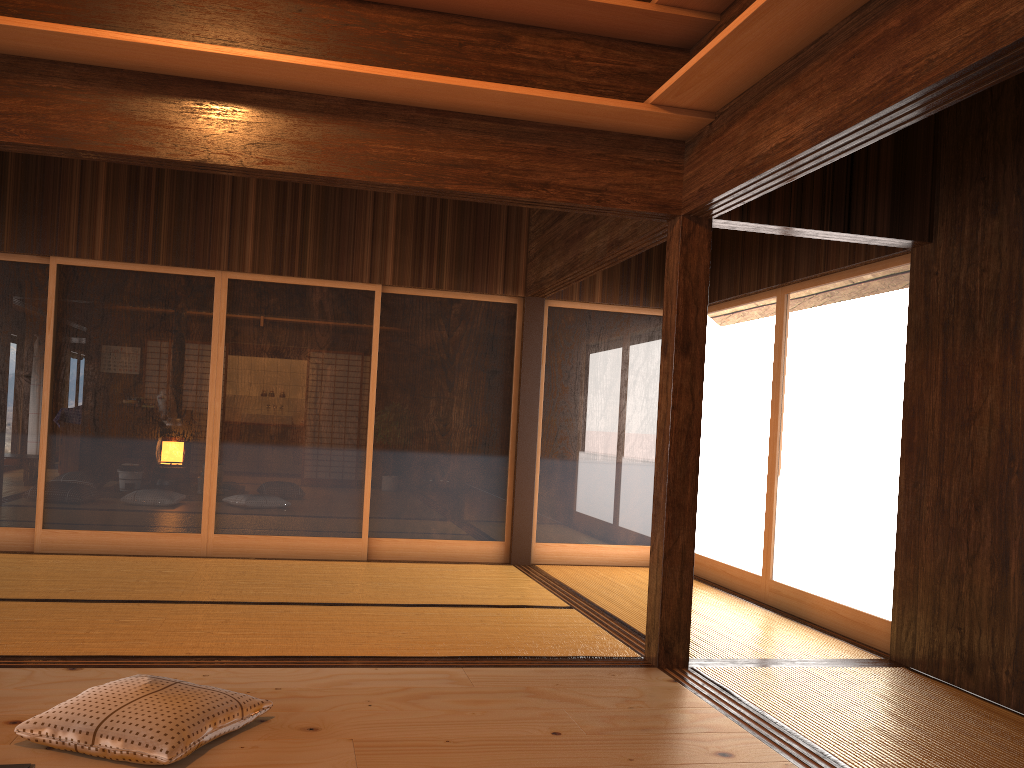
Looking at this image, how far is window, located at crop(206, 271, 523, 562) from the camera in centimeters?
626cm

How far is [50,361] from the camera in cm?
597

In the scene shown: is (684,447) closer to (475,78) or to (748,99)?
(748,99)

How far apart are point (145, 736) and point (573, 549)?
4.6m

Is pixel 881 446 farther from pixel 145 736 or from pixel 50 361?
pixel 50 361

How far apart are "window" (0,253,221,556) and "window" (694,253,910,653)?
3.6m

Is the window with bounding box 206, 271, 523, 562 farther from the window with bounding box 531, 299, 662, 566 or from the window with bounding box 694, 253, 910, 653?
the window with bounding box 694, 253, 910, 653

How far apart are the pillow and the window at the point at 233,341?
3.4 meters

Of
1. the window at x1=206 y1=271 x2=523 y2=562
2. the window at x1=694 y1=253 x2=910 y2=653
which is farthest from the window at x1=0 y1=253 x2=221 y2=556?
the window at x1=694 y1=253 x2=910 y2=653

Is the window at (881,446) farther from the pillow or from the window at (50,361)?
the window at (50,361)
